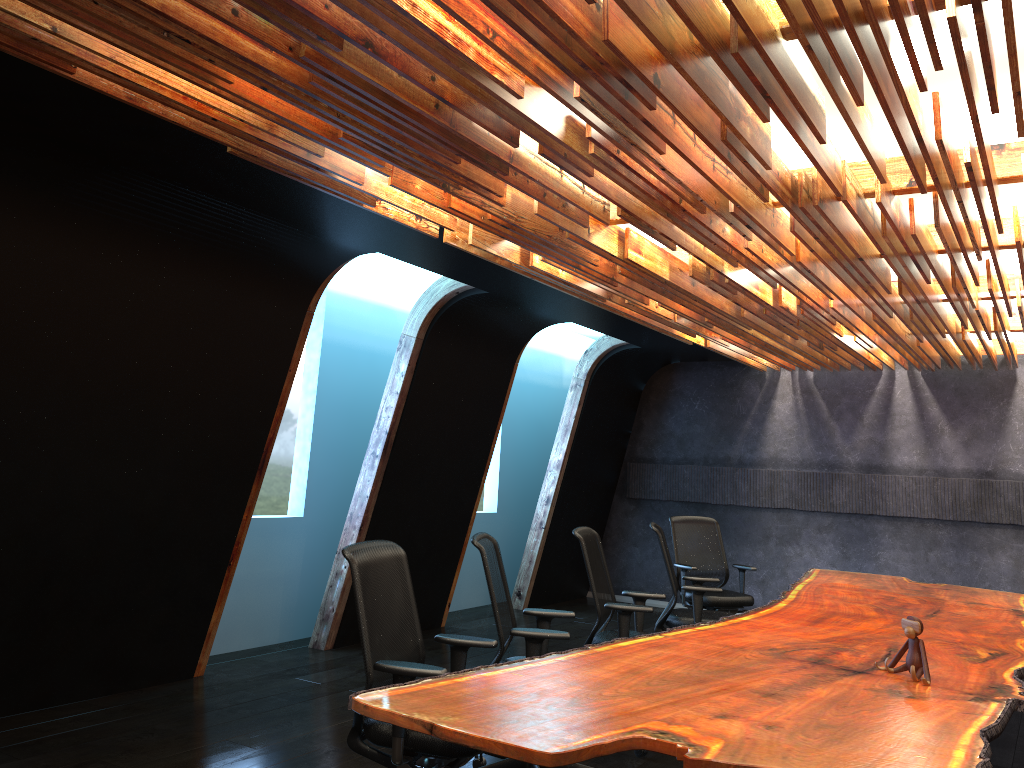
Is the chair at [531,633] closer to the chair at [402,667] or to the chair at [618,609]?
the chair at [402,667]

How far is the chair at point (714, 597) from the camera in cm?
809

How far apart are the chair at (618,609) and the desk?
0.5 meters

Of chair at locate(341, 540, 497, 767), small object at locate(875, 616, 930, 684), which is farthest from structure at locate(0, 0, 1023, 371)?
small object at locate(875, 616, 930, 684)

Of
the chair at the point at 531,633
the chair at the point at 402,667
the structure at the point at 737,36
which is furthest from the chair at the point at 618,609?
the structure at the point at 737,36

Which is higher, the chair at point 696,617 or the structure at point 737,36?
the structure at point 737,36

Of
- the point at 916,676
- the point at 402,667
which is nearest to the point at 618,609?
the point at 916,676

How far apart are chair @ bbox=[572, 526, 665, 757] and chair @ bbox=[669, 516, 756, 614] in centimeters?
212cm

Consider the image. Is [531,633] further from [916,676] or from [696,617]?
[696,617]

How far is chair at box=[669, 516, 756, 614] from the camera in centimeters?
809cm
